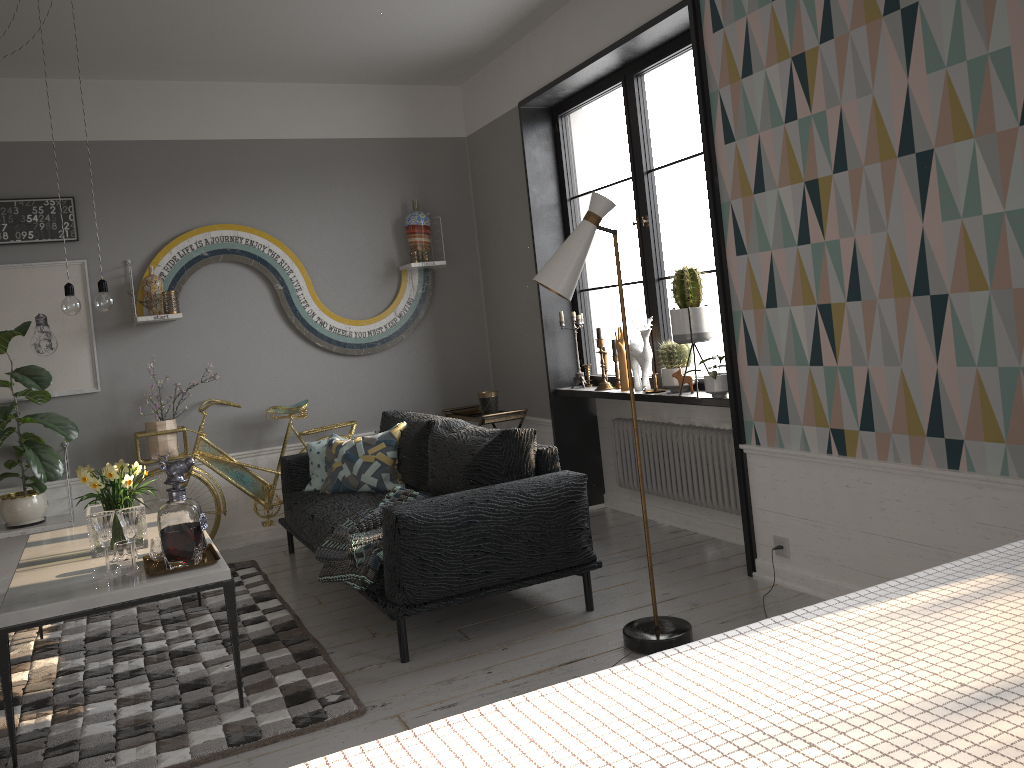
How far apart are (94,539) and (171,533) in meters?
0.6

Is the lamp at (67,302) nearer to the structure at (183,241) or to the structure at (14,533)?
the structure at (183,241)

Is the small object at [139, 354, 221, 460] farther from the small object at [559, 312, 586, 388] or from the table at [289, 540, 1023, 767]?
the table at [289, 540, 1023, 767]

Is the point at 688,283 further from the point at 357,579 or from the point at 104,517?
the point at 104,517

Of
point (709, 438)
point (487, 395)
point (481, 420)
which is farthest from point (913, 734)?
point (487, 395)

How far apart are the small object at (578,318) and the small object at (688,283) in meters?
1.2

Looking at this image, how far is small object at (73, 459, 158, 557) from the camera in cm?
348

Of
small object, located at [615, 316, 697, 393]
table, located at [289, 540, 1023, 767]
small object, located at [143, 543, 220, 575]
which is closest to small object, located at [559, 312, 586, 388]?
small object, located at [615, 316, 697, 393]

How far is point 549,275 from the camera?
3.22m

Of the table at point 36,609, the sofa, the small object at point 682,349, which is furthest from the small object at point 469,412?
the table at point 36,609
